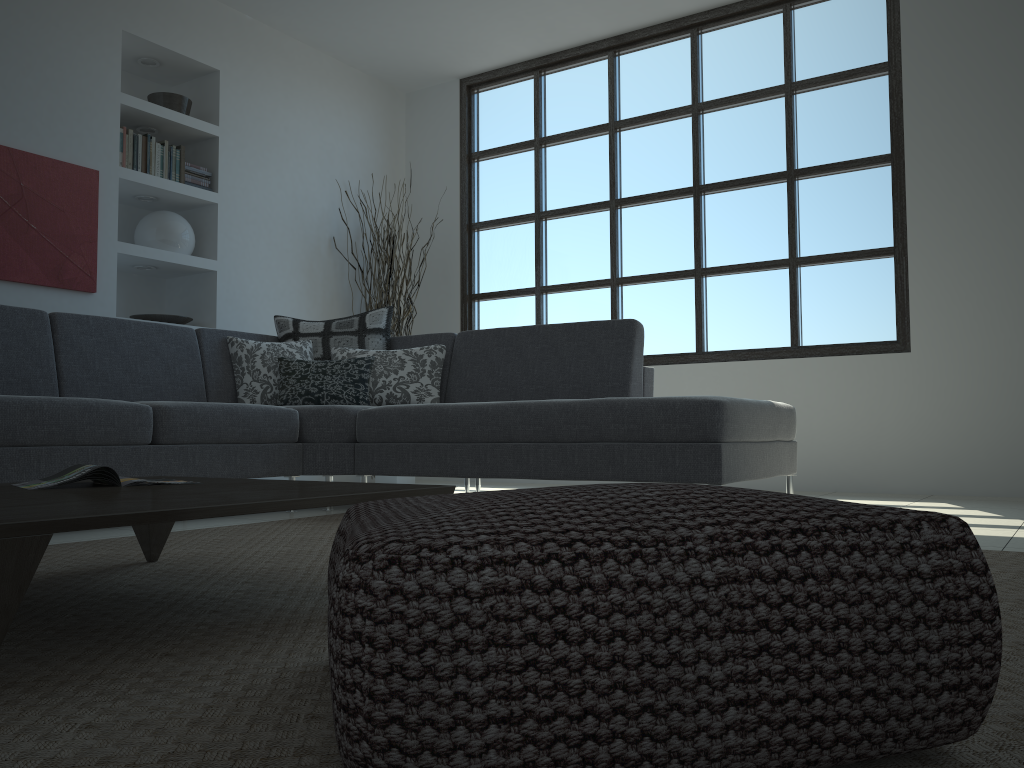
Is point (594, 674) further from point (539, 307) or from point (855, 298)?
point (539, 307)

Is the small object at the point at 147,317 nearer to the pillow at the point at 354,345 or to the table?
the pillow at the point at 354,345

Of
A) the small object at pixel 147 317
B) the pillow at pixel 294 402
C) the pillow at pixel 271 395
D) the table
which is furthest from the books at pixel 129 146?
the table

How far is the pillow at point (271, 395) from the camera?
4.37m

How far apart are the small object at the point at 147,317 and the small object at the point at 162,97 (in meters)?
1.25

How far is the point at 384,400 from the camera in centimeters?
439cm

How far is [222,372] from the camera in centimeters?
438cm

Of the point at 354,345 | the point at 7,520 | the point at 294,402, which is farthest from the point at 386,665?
the point at 354,345

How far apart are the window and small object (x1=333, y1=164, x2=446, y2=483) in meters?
0.5

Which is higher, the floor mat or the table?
the table
